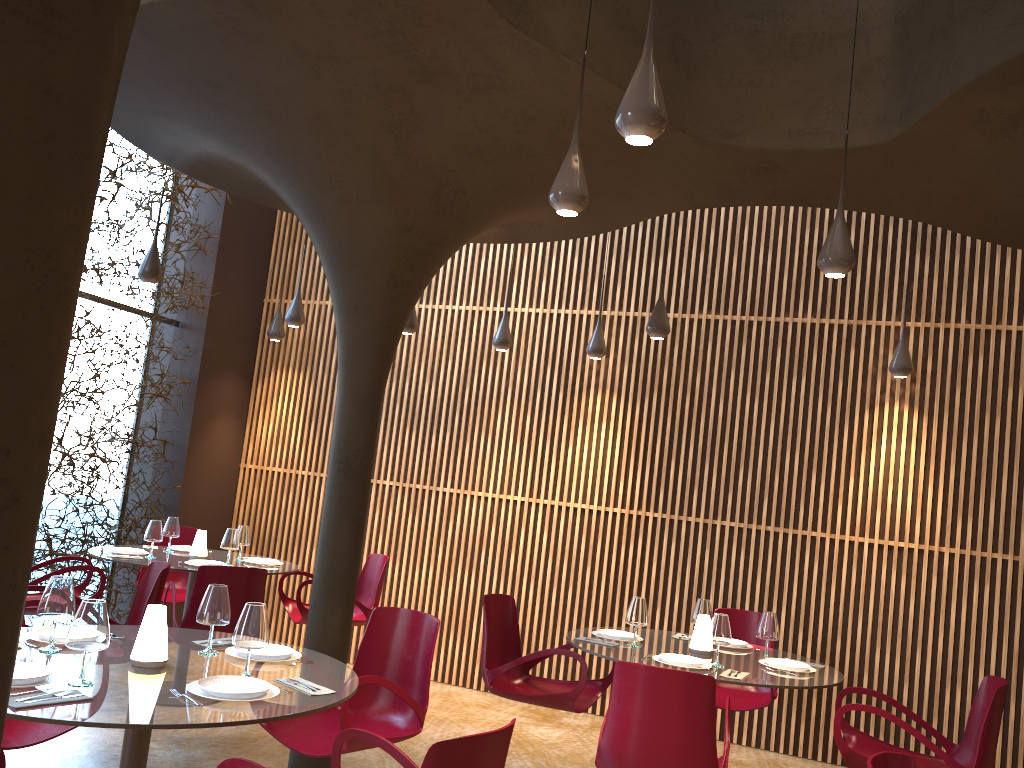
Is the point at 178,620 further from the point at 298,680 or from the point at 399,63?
the point at 399,63

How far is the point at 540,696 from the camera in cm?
543

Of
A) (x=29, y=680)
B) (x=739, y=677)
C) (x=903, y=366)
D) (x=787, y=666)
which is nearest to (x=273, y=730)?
(x=29, y=680)

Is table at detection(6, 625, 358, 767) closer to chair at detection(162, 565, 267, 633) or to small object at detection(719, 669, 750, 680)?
chair at detection(162, 565, 267, 633)

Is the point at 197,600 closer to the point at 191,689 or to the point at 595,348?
the point at 191,689

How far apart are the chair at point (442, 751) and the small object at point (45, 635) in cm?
131

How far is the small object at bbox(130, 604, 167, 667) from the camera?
3.5m

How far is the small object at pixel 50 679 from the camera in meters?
3.1 m

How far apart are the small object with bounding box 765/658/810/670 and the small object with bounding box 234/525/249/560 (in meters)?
4.42

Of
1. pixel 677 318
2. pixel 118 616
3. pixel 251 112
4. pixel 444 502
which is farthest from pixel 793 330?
pixel 118 616
